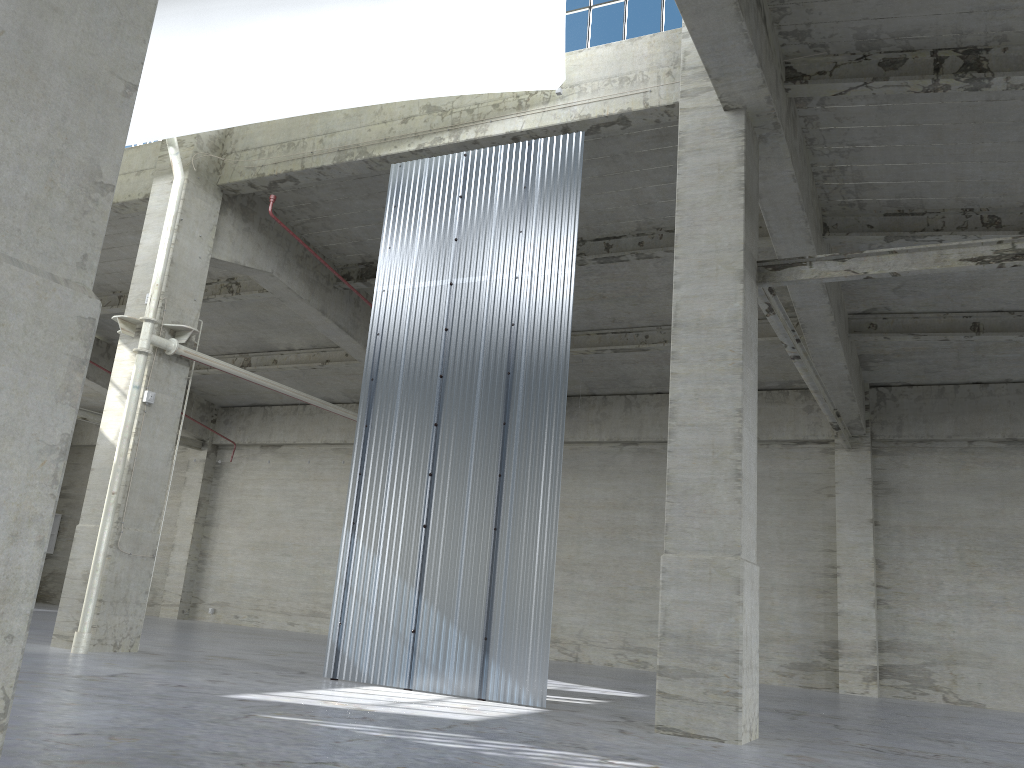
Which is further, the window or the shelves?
the shelves

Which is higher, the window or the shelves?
the window

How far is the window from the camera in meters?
17.1 m

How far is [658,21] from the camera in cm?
1709

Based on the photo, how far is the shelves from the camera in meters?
41.0

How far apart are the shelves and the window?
35.3 meters

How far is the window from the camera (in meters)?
17.09

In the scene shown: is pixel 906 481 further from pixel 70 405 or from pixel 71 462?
pixel 71 462

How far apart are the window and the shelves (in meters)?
35.29
